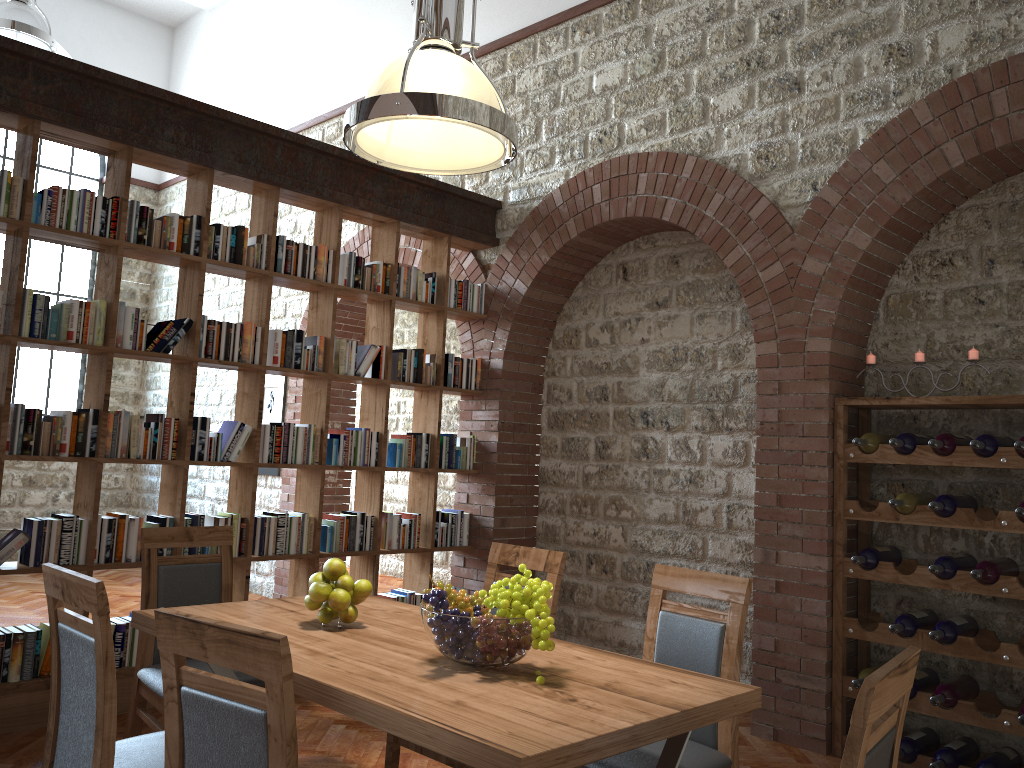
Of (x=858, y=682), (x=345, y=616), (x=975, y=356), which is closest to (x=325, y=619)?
(x=345, y=616)

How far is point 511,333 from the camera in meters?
6.0 m

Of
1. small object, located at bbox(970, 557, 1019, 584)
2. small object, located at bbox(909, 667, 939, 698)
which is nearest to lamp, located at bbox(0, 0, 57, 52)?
small object, located at bbox(970, 557, 1019, 584)

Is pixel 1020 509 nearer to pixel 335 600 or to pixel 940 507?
pixel 940 507

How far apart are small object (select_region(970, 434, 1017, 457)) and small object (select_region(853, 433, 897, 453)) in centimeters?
45cm

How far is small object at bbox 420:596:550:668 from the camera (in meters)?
2.27

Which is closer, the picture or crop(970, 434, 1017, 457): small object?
crop(970, 434, 1017, 457): small object

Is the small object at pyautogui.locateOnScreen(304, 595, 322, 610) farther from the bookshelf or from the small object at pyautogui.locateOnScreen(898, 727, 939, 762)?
the small object at pyautogui.locateOnScreen(898, 727, 939, 762)

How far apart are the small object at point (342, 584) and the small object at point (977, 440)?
2.7 meters

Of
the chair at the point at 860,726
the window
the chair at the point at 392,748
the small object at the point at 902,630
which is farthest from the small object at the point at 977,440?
the window
